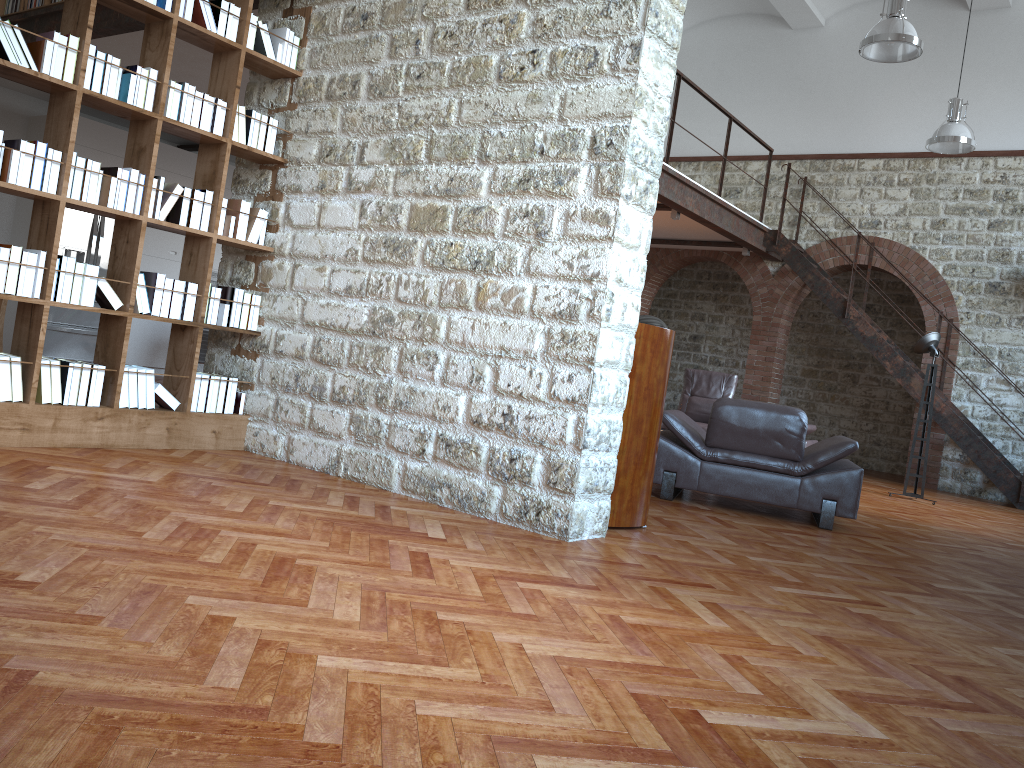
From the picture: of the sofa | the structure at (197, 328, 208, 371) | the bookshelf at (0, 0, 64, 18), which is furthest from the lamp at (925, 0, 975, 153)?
the bookshelf at (0, 0, 64, 18)

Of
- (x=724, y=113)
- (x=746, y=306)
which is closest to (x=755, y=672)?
(x=724, y=113)

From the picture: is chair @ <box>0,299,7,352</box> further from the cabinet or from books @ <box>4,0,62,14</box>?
the cabinet

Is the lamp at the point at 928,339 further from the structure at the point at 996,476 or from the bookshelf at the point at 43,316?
the bookshelf at the point at 43,316

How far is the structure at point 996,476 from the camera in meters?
10.3

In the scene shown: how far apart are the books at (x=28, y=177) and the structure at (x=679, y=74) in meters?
5.4 m

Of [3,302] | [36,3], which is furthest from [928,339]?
[36,3]

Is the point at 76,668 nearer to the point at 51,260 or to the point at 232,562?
the point at 232,562

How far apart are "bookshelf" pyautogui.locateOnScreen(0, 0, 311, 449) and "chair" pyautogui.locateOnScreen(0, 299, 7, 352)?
1.9m

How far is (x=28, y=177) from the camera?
Result: 4.2m
